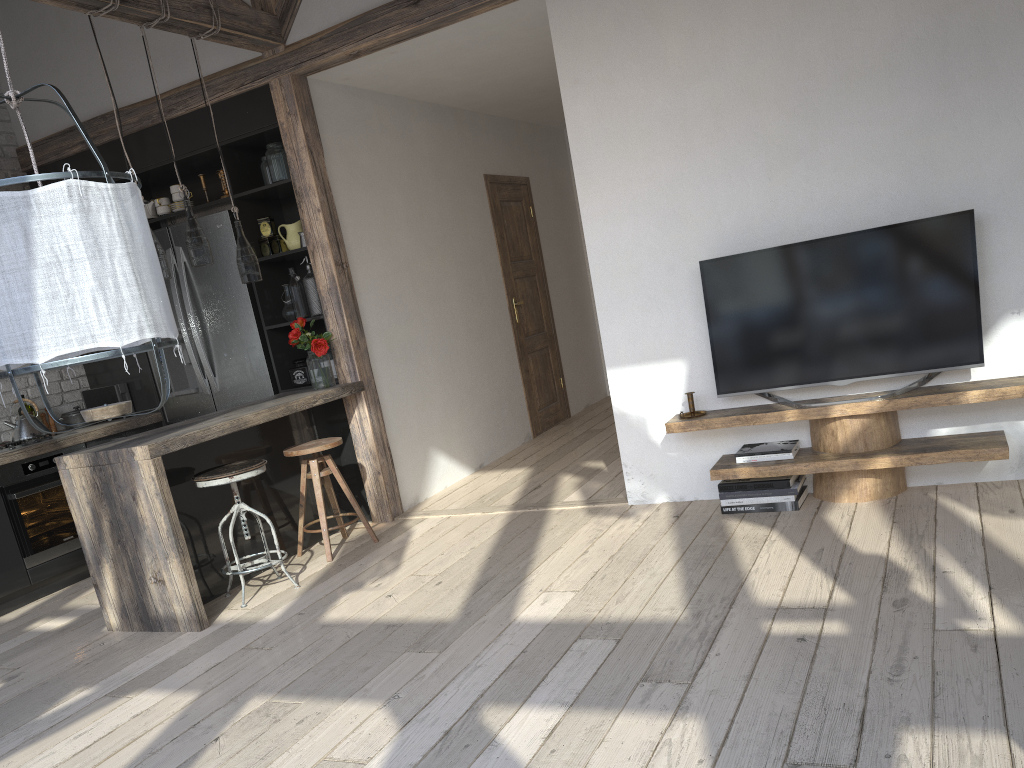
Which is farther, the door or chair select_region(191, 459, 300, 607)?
the door

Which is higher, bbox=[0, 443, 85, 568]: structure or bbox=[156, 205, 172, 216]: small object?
bbox=[156, 205, 172, 216]: small object

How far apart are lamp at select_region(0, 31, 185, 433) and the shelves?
2.54m

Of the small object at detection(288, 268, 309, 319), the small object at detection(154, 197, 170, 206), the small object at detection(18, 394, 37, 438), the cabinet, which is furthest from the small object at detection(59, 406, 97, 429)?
the small object at detection(288, 268, 309, 319)

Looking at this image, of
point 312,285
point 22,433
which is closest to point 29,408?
point 22,433

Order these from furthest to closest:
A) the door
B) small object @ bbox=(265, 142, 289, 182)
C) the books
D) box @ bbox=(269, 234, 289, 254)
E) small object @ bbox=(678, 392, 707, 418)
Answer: the door
box @ bbox=(269, 234, 289, 254)
small object @ bbox=(265, 142, 289, 182)
small object @ bbox=(678, 392, 707, 418)
the books

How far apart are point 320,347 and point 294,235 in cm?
76

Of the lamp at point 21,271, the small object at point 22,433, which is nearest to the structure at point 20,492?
the small object at point 22,433

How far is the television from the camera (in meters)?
3.64

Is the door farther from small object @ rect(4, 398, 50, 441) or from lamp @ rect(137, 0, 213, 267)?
small object @ rect(4, 398, 50, 441)
